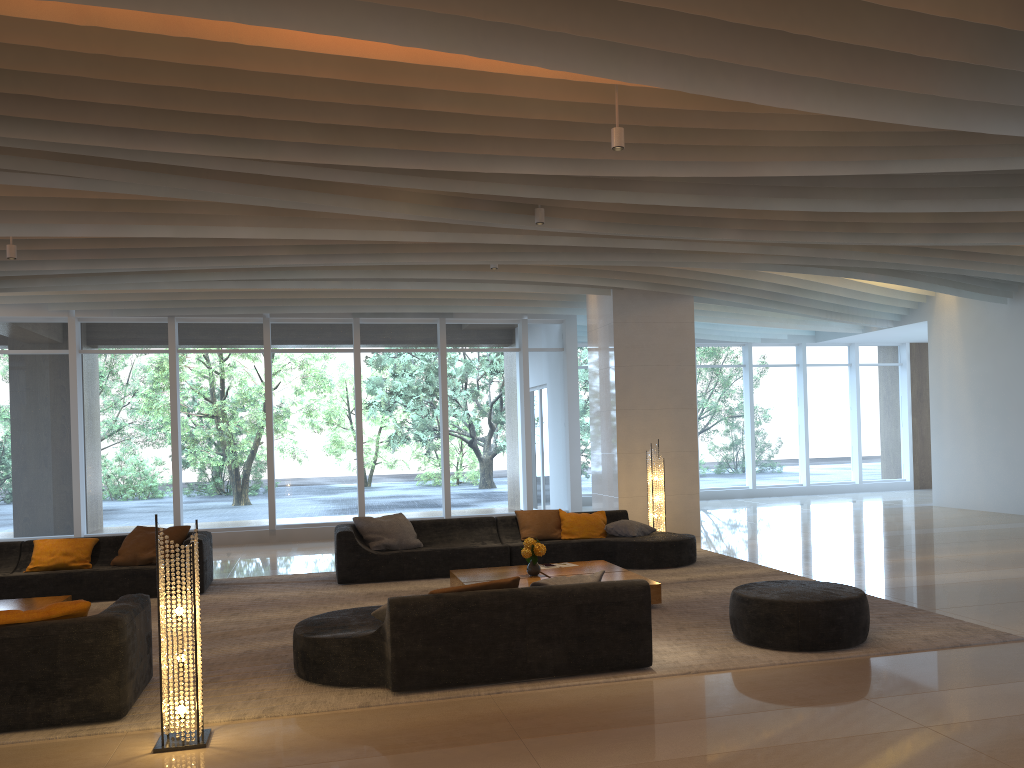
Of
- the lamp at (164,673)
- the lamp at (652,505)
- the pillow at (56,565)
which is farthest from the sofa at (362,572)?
the lamp at (164,673)

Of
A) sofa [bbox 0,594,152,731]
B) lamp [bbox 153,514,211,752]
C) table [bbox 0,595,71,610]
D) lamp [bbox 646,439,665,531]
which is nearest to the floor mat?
sofa [bbox 0,594,152,731]

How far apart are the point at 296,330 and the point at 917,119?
10.5 meters

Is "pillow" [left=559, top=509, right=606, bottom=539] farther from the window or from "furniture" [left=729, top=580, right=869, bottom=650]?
the window

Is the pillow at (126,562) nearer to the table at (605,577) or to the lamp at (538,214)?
the table at (605,577)

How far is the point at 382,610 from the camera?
5.6m

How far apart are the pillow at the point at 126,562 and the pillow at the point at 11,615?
4.4m

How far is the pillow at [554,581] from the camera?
5.82m

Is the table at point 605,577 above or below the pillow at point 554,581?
below

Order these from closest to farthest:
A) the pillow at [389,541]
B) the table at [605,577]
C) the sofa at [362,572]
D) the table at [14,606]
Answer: the table at [14,606]
the table at [605,577]
the sofa at [362,572]
the pillow at [389,541]
